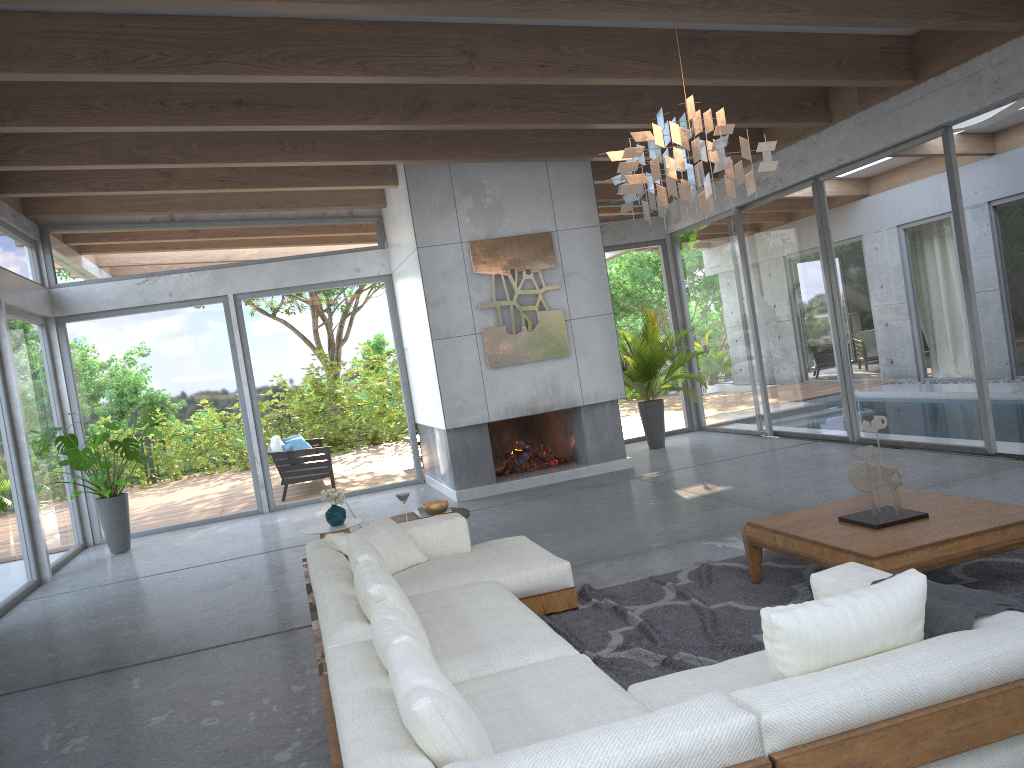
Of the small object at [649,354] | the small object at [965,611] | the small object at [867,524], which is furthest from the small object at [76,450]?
the small object at [965,611]

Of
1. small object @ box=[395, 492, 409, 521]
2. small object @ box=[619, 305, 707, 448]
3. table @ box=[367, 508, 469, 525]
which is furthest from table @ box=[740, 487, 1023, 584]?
small object @ box=[619, 305, 707, 448]

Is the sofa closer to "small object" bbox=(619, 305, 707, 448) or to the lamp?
the lamp

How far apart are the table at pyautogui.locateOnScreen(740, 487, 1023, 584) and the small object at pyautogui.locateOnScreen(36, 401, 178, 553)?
6.49m

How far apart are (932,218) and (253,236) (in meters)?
7.51

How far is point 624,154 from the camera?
3.86m

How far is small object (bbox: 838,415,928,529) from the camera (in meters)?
4.28

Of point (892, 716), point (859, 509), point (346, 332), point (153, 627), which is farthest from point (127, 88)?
point (892, 716)

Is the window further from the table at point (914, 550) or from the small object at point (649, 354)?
the table at point (914, 550)

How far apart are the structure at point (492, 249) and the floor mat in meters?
4.4 m
